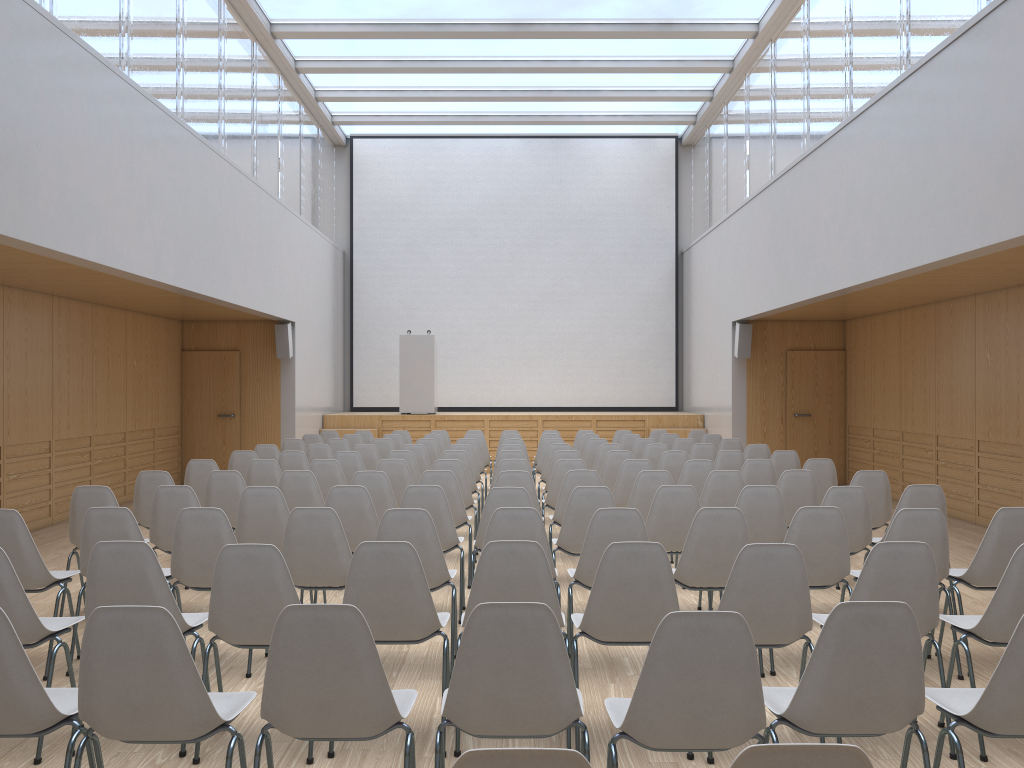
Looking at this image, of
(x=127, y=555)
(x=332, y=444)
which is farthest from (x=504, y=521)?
(x=332, y=444)

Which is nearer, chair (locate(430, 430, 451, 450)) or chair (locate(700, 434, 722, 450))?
→ chair (locate(700, 434, 722, 450))

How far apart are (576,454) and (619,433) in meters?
4.1 m

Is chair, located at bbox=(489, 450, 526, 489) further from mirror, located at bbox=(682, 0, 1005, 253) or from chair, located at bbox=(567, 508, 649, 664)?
mirror, located at bbox=(682, 0, 1005, 253)

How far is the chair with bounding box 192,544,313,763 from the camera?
3.5m

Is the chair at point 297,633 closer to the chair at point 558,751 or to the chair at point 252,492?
the chair at point 558,751

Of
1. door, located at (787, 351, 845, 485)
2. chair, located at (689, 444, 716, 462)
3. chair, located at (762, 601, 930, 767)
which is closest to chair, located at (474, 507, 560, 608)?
chair, located at (762, 601, 930, 767)

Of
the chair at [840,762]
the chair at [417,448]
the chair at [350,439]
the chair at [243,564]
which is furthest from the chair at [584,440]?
the chair at [840,762]

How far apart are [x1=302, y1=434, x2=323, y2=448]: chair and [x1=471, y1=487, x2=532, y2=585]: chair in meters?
6.4 m

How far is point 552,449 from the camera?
9.5m
